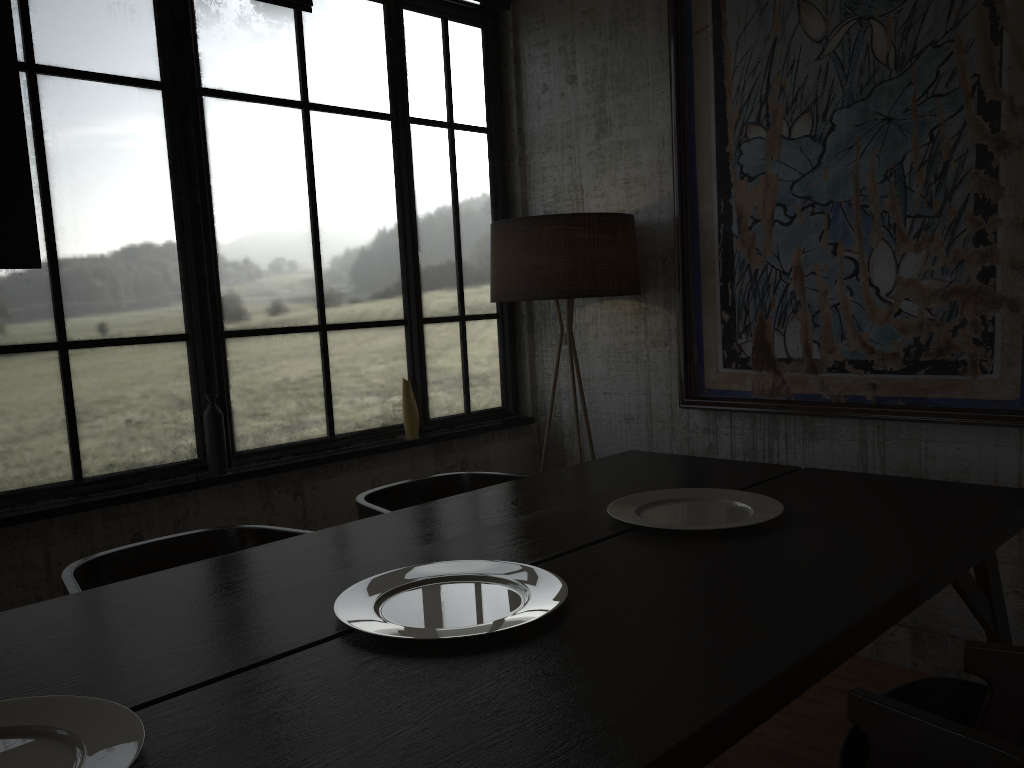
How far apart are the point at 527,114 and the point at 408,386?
1.74m

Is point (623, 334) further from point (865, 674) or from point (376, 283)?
point (865, 674)

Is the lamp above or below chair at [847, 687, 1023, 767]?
above

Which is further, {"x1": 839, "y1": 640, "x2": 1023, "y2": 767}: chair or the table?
{"x1": 839, "y1": 640, "x2": 1023, "y2": 767}: chair

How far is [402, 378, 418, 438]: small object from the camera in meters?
4.5

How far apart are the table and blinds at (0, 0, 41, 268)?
1.6m

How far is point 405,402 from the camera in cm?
452

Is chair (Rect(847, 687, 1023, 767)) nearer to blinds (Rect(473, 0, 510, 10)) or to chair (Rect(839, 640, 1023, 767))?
chair (Rect(839, 640, 1023, 767))

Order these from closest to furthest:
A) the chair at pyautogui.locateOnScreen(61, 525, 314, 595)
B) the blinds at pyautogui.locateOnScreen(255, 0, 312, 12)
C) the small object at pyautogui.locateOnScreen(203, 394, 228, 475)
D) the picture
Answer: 1. the chair at pyautogui.locateOnScreen(61, 525, 314, 595)
2. the picture
3. the small object at pyautogui.locateOnScreen(203, 394, 228, 475)
4. the blinds at pyautogui.locateOnScreen(255, 0, 312, 12)

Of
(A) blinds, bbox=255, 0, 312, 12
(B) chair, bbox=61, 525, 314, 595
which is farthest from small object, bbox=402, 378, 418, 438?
(A) blinds, bbox=255, 0, 312, 12
